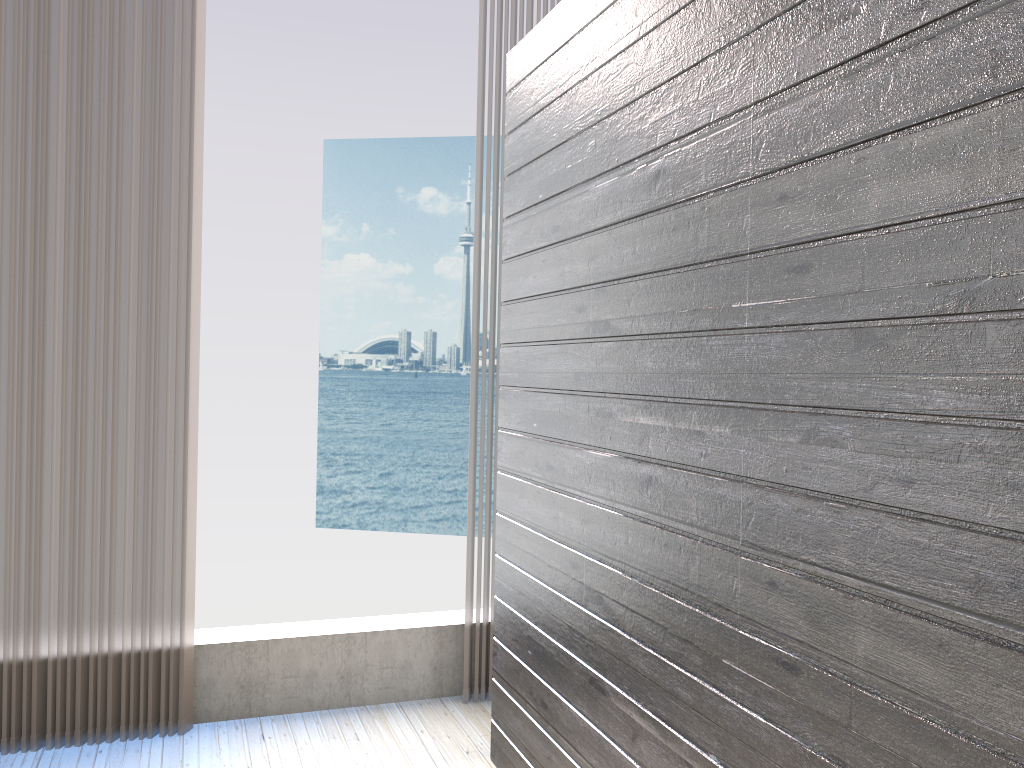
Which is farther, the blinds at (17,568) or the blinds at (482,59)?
the blinds at (482,59)

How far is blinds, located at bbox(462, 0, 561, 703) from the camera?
3.1m

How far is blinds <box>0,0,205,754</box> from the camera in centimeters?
266cm

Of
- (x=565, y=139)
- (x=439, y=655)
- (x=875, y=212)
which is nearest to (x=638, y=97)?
(x=565, y=139)

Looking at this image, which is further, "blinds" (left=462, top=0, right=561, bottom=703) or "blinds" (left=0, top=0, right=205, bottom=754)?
"blinds" (left=462, top=0, right=561, bottom=703)

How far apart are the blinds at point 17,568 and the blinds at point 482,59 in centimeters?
93cm

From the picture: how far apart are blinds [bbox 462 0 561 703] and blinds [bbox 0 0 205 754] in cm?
93

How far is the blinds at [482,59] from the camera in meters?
3.1
